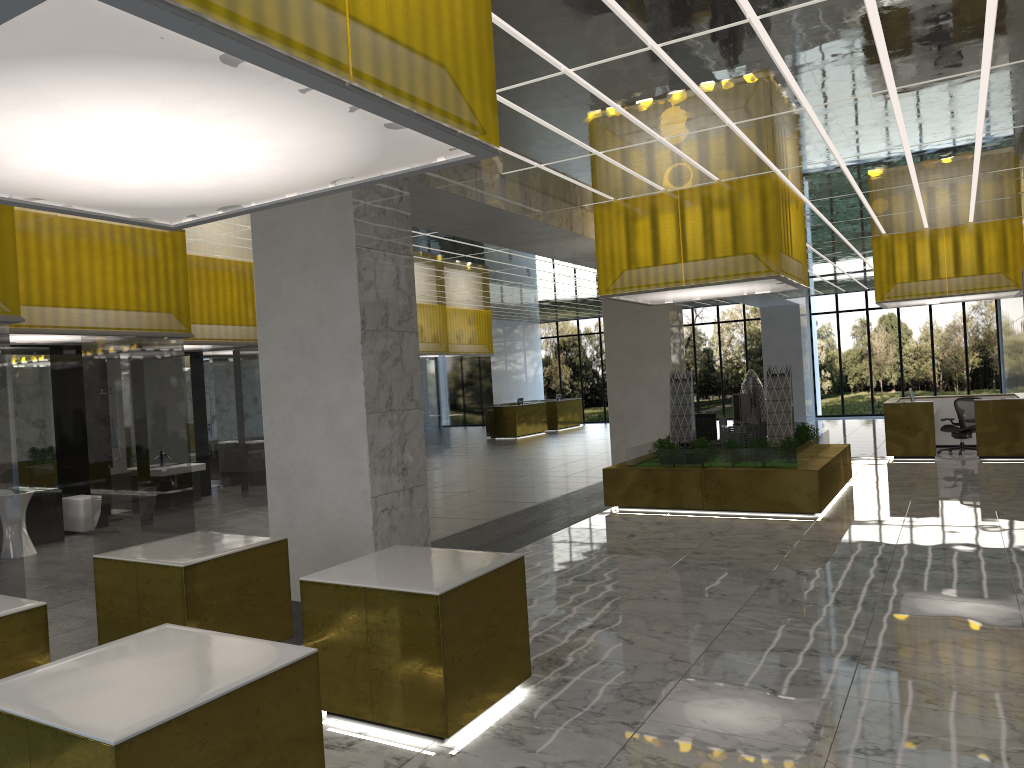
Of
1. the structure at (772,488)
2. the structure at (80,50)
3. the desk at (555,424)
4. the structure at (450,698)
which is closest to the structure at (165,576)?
the structure at (450,698)

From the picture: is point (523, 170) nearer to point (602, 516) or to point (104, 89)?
point (602, 516)

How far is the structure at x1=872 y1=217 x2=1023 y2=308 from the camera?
23.7 meters

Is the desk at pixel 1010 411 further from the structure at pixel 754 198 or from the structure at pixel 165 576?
the structure at pixel 165 576

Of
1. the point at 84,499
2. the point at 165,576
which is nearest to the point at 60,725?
the point at 165,576

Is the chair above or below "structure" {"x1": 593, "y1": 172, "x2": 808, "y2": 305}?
below

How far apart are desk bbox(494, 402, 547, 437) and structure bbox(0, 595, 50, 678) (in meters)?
34.18

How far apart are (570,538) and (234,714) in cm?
1072

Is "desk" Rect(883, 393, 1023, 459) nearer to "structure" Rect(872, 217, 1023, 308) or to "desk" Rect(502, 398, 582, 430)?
"structure" Rect(872, 217, 1023, 308)

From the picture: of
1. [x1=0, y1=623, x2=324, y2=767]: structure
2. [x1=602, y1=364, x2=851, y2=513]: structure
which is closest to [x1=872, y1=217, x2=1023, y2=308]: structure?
[x1=602, y1=364, x2=851, y2=513]: structure
